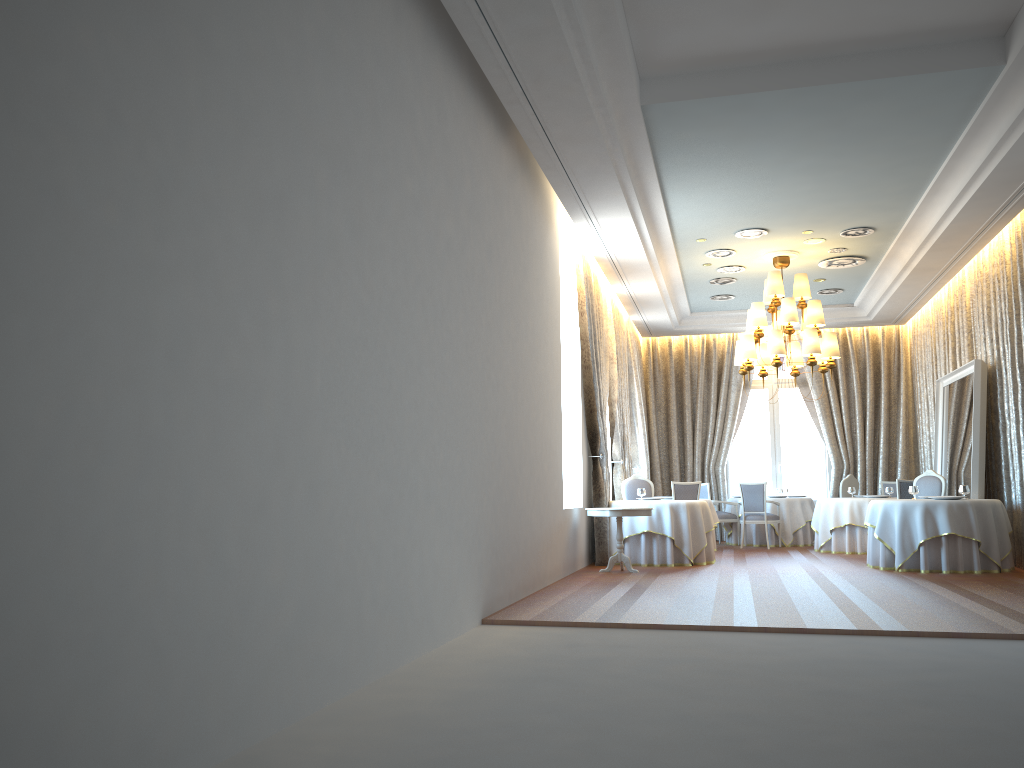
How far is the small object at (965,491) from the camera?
10.7m

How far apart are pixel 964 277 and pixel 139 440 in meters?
12.8 m

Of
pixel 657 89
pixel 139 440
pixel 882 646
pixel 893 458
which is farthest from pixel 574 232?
pixel 139 440

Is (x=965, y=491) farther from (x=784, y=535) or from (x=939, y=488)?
(x=784, y=535)

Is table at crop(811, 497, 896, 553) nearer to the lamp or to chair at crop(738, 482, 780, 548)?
chair at crop(738, 482, 780, 548)

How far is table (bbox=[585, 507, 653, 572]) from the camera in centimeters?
1046cm

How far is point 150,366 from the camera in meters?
3.0 m

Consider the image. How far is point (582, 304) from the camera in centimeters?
1164cm

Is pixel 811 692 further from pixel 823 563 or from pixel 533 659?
pixel 823 563

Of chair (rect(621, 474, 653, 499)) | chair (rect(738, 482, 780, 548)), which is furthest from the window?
chair (rect(621, 474, 653, 499))
